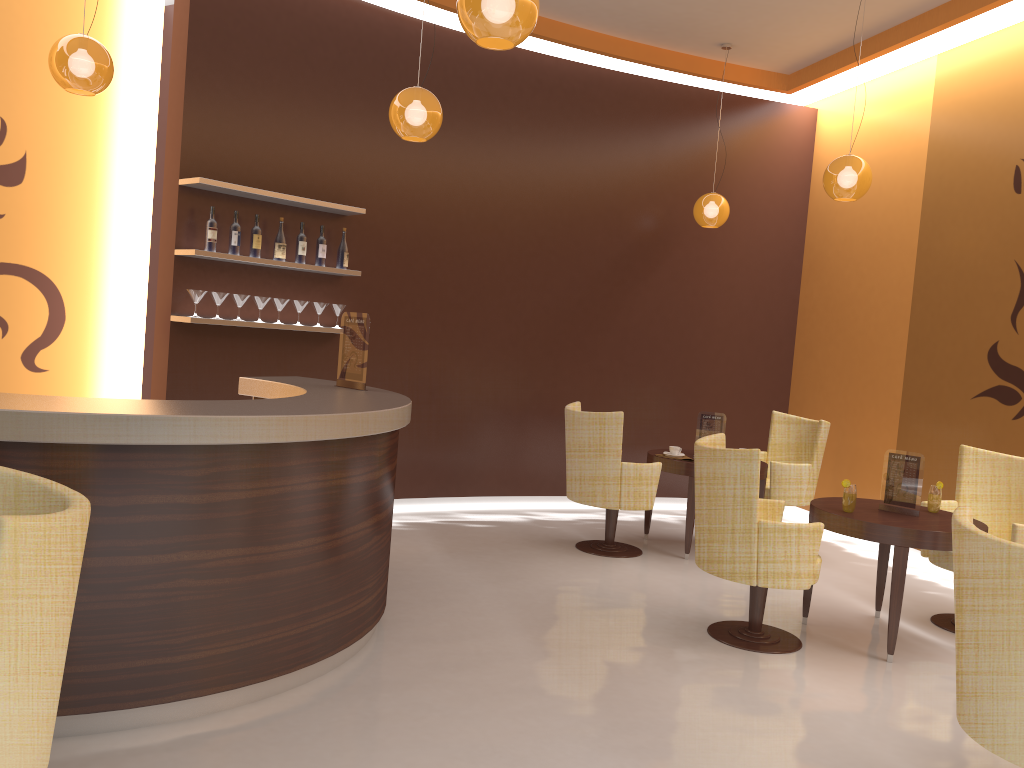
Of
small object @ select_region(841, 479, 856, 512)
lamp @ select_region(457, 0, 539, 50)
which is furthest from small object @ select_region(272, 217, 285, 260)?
small object @ select_region(841, 479, 856, 512)

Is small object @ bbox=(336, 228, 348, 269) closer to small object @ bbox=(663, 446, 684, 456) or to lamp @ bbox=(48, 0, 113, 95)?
lamp @ bbox=(48, 0, 113, 95)

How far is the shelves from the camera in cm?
555

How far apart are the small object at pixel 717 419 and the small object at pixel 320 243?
2.98m

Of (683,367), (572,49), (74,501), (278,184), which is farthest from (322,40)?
(74,501)

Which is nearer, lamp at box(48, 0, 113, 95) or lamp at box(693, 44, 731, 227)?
lamp at box(48, 0, 113, 95)

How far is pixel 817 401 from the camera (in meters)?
7.99

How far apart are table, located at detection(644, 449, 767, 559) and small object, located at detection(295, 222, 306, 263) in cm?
284

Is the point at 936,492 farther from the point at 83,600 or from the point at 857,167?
the point at 83,600

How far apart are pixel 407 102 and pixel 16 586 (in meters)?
3.59
